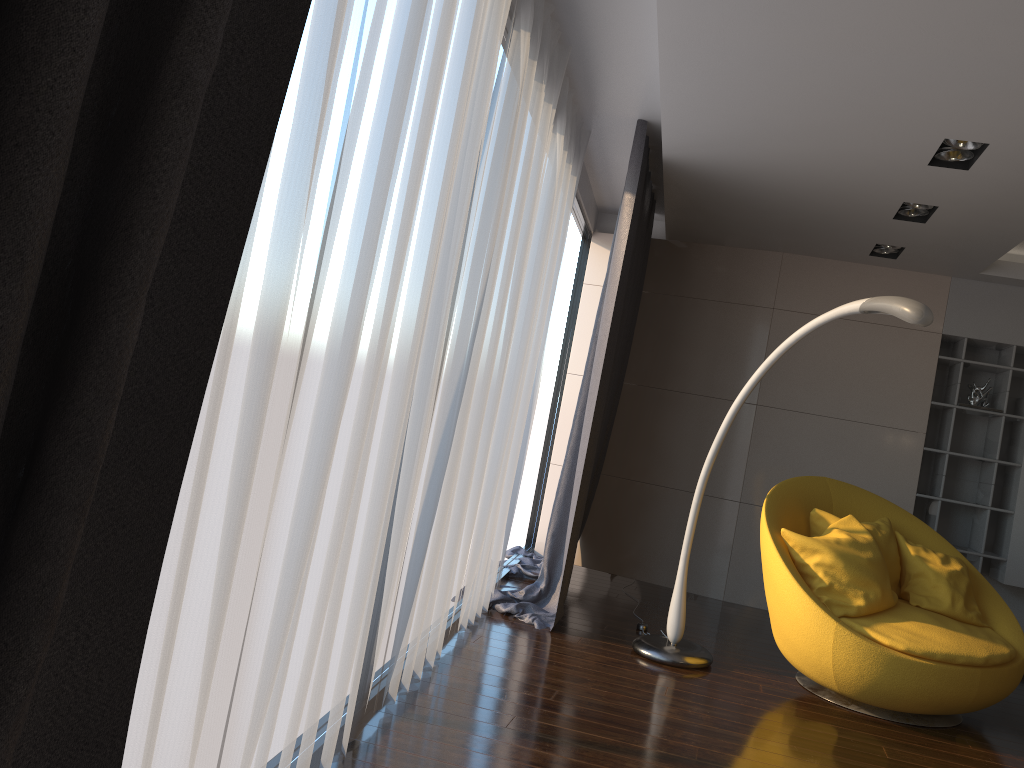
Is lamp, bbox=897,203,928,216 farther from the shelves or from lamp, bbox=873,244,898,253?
the shelves

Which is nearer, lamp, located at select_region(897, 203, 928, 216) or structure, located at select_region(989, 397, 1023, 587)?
lamp, located at select_region(897, 203, 928, 216)

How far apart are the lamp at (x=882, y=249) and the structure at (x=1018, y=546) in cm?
149

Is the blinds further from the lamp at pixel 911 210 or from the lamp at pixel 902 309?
the lamp at pixel 911 210

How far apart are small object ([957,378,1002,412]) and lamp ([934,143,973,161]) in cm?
254

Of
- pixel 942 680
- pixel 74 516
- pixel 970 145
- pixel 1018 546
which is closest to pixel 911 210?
pixel 970 145

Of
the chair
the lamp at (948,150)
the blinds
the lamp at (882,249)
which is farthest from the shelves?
the lamp at (948,150)

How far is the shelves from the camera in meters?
5.8 m

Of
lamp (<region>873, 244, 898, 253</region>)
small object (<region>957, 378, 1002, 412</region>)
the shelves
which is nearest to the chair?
the shelves

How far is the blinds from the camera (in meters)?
0.90
